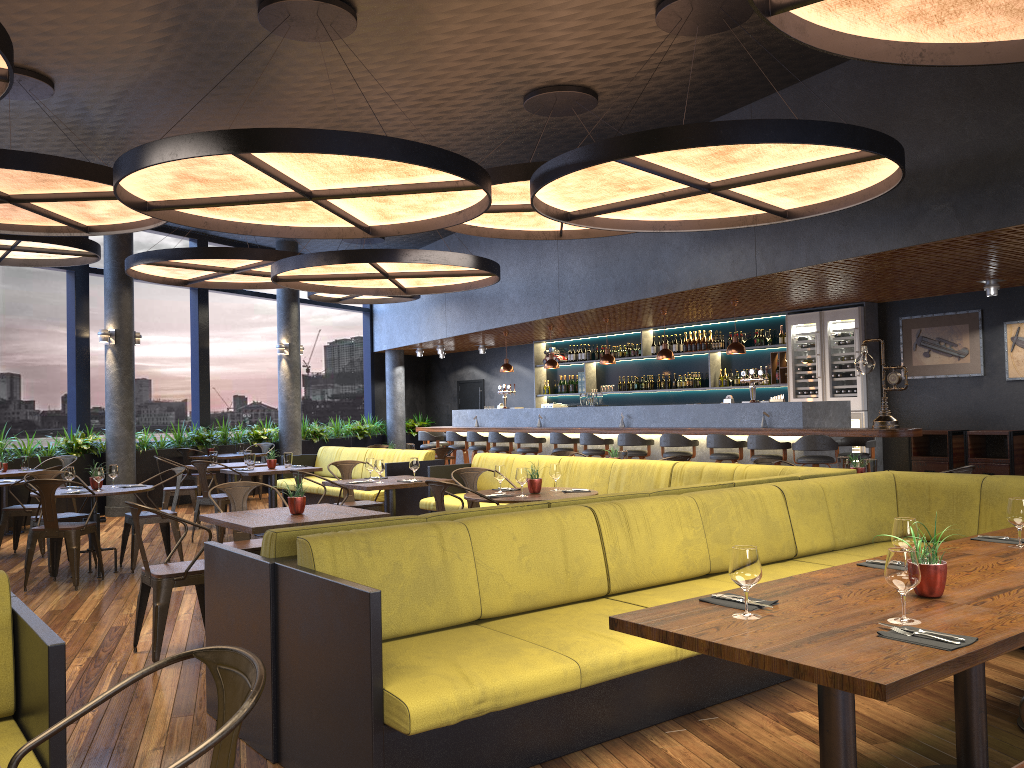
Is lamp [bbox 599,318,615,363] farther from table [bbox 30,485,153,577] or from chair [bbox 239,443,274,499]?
table [bbox 30,485,153,577]

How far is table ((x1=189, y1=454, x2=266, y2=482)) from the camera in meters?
13.7 m

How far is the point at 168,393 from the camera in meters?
18.5 m

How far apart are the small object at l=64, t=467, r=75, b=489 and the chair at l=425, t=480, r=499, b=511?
3.8 meters

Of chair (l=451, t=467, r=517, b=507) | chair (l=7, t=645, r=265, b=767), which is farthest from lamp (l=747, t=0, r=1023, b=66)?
chair (l=451, t=467, r=517, b=507)

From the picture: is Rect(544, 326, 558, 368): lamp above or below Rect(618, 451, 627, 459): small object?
above

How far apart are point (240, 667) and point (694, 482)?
5.9m

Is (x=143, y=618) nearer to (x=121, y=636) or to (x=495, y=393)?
(x=121, y=636)

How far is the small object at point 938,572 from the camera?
2.8 meters

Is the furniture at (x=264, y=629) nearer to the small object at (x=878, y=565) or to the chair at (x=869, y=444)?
the small object at (x=878, y=565)
